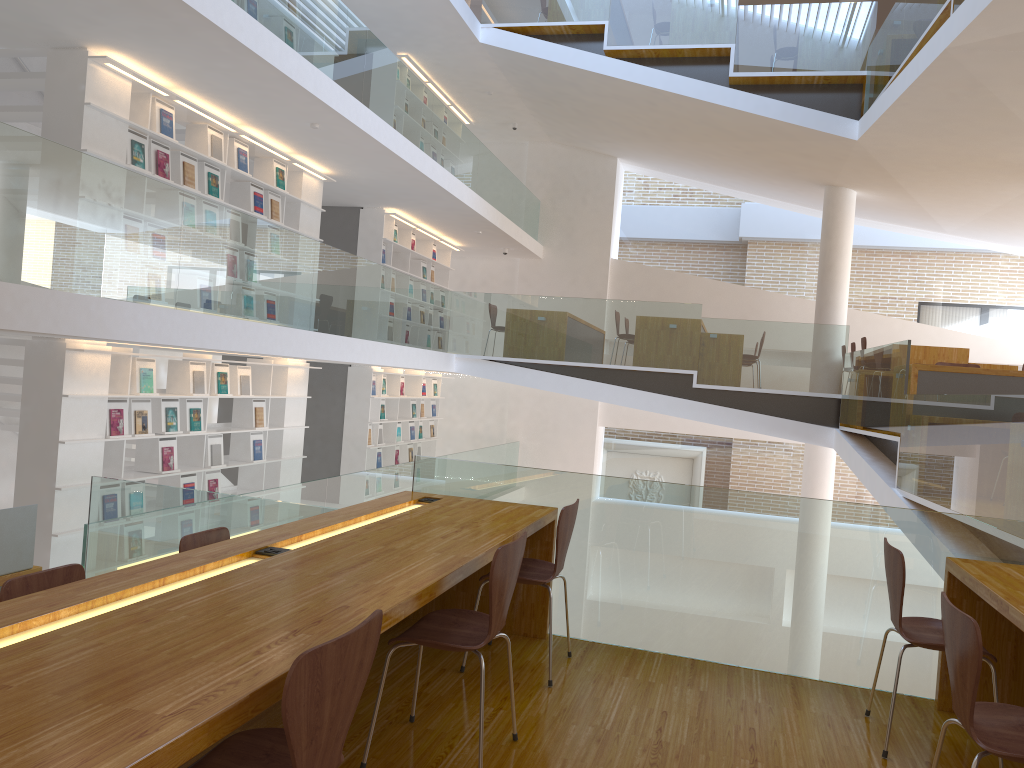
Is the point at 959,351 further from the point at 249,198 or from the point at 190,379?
the point at 190,379

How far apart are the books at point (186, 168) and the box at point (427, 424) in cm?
707

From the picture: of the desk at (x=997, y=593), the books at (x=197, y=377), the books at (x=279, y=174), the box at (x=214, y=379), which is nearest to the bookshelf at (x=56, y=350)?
the box at (x=214, y=379)

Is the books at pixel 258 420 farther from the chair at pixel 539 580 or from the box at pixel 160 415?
the chair at pixel 539 580

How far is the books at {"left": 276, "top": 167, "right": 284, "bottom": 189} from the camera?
8.9m

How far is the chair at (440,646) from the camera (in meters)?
2.57

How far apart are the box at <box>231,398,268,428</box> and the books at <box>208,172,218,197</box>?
2.1 meters

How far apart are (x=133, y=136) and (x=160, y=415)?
2.2m

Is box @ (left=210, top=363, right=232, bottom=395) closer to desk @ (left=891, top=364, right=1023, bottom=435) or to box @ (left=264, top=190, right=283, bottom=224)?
box @ (left=264, top=190, right=283, bottom=224)

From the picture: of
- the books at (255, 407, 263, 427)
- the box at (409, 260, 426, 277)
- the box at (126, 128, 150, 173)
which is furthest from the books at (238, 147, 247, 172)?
the box at (409, 260, 426, 277)
